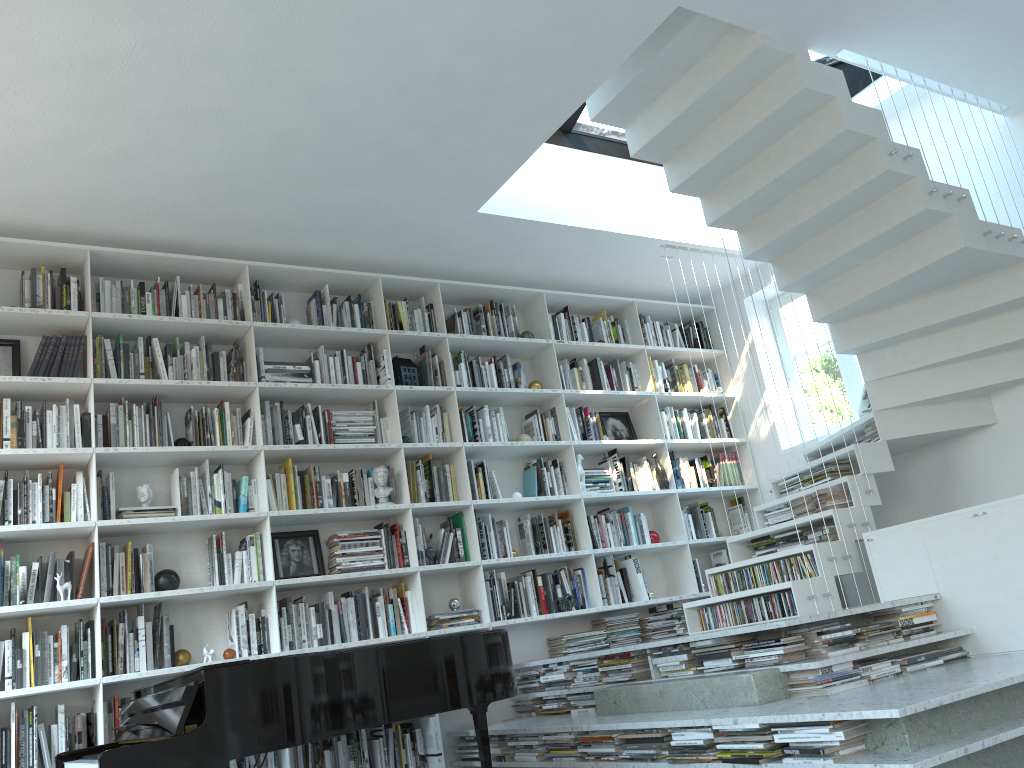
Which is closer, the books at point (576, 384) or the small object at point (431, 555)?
the small object at point (431, 555)

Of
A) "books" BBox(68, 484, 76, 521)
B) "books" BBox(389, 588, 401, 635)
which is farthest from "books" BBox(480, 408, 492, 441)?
"books" BBox(68, 484, 76, 521)

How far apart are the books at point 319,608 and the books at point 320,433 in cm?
94

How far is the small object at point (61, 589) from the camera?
4.15m

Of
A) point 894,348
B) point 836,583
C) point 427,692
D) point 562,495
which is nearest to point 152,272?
point 562,495

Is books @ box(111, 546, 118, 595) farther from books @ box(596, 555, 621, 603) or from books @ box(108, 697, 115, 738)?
books @ box(596, 555, 621, 603)

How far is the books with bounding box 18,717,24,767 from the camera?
3.9m

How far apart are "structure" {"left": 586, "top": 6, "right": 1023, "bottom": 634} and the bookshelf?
0.66m

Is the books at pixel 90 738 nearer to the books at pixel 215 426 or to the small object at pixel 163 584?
the small object at pixel 163 584

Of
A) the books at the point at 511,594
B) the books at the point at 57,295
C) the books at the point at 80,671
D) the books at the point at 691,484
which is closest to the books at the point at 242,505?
the books at the point at 80,671
